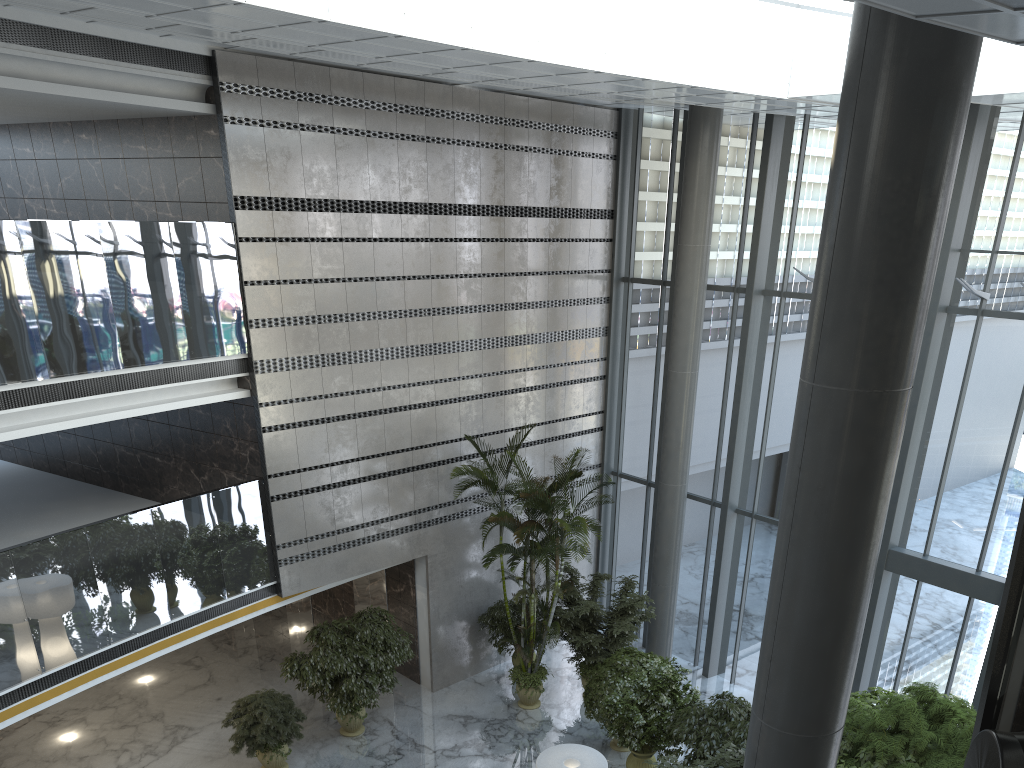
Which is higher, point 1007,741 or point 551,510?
point 1007,741

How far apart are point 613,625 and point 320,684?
4.2m

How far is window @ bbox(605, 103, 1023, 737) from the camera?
10.8 meters

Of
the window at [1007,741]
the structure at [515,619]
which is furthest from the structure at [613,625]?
the window at [1007,741]

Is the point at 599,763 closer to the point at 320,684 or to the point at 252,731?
the point at 320,684

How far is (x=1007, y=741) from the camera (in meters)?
0.61

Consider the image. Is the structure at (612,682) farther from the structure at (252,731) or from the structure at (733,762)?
the structure at (252,731)

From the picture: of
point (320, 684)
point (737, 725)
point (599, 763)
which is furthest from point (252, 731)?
point (737, 725)

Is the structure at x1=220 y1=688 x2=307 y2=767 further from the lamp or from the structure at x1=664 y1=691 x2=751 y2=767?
the structure at x1=664 y1=691 x2=751 y2=767

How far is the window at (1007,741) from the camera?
0.6m
